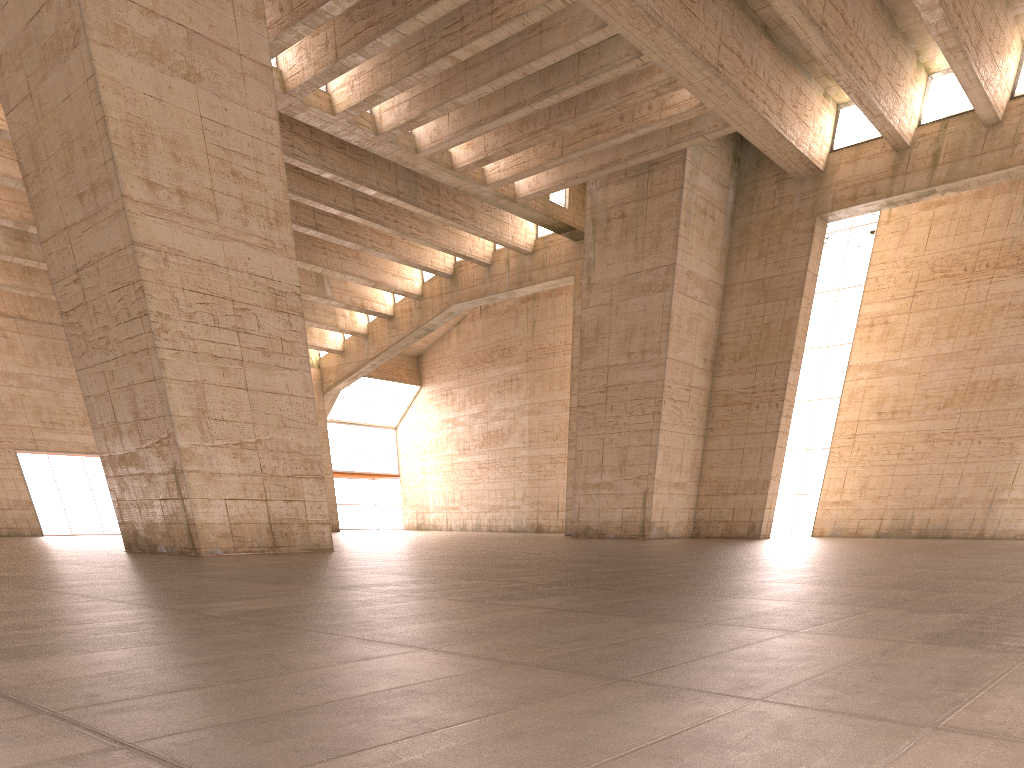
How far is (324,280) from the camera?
38.3m
